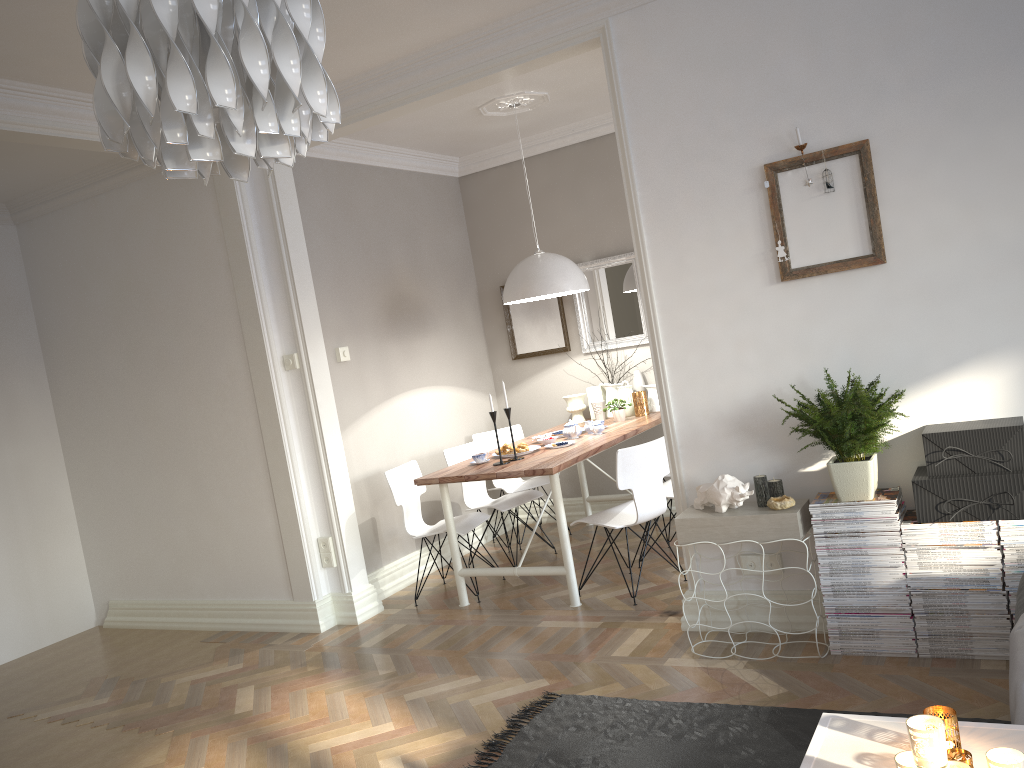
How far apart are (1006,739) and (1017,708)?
0.4m

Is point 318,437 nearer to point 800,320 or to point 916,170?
point 800,320

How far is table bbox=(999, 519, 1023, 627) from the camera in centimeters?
303cm

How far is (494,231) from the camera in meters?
6.6 m

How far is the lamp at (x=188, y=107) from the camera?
1.2 meters

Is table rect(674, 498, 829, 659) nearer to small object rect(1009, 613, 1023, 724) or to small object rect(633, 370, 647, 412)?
small object rect(1009, 613, 1023, 724)

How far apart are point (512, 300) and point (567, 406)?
1.3 meters

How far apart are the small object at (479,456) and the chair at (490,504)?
0.54m

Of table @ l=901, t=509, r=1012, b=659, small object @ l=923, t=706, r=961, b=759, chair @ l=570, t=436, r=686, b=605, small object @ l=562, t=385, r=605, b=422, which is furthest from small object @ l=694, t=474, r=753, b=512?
small object @ l=562, t=385, r=605, b=422

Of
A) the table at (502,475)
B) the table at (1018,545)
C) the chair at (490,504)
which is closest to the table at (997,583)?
the table at (1018,545)
